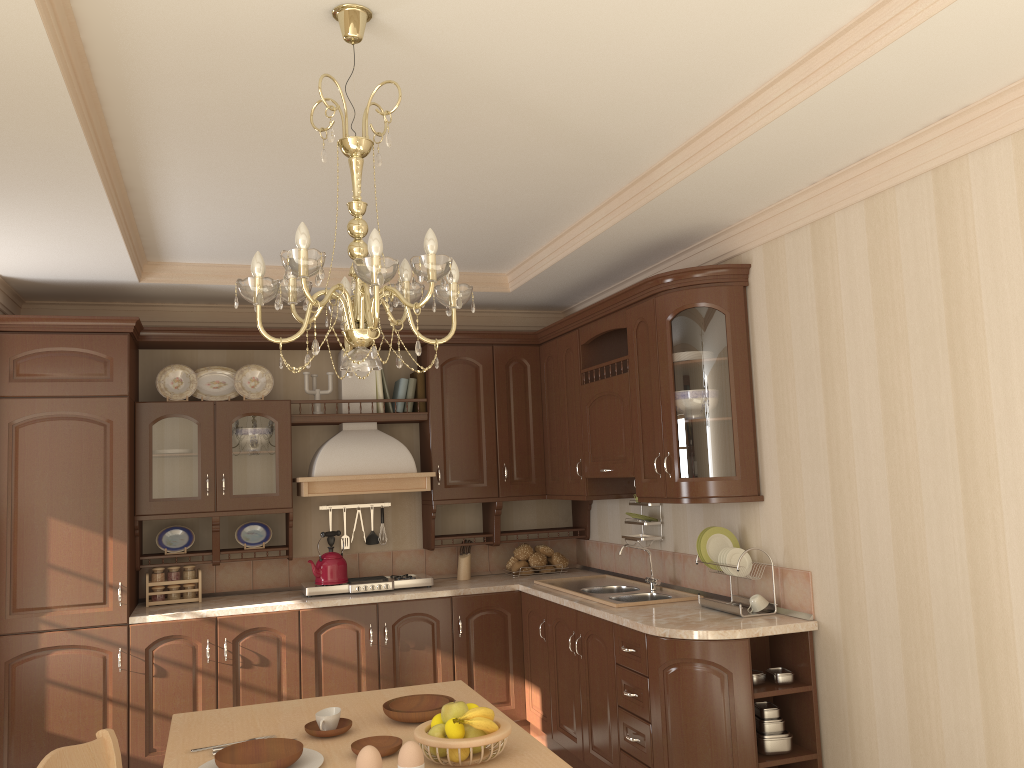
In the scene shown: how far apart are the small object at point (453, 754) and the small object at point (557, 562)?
3.34m

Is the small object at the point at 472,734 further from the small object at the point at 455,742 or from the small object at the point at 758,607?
the small object at the point at 758,607

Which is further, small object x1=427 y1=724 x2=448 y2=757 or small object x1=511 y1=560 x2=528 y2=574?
small object x1=511 y1=560 x2=528 y2=574

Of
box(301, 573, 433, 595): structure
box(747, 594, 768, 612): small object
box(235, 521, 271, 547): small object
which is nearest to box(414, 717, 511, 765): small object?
box(747, 594, 768, 612): small object

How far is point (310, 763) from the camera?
2.1m

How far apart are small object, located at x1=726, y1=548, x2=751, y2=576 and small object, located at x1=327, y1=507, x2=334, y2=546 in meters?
2.5

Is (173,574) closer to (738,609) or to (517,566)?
(517,566)

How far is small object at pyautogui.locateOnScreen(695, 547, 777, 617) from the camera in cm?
359

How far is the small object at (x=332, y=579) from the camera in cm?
480

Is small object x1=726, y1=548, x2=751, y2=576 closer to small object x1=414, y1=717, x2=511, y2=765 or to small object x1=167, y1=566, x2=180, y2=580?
small object x1=414, y1=717, x2=511, y2=765
